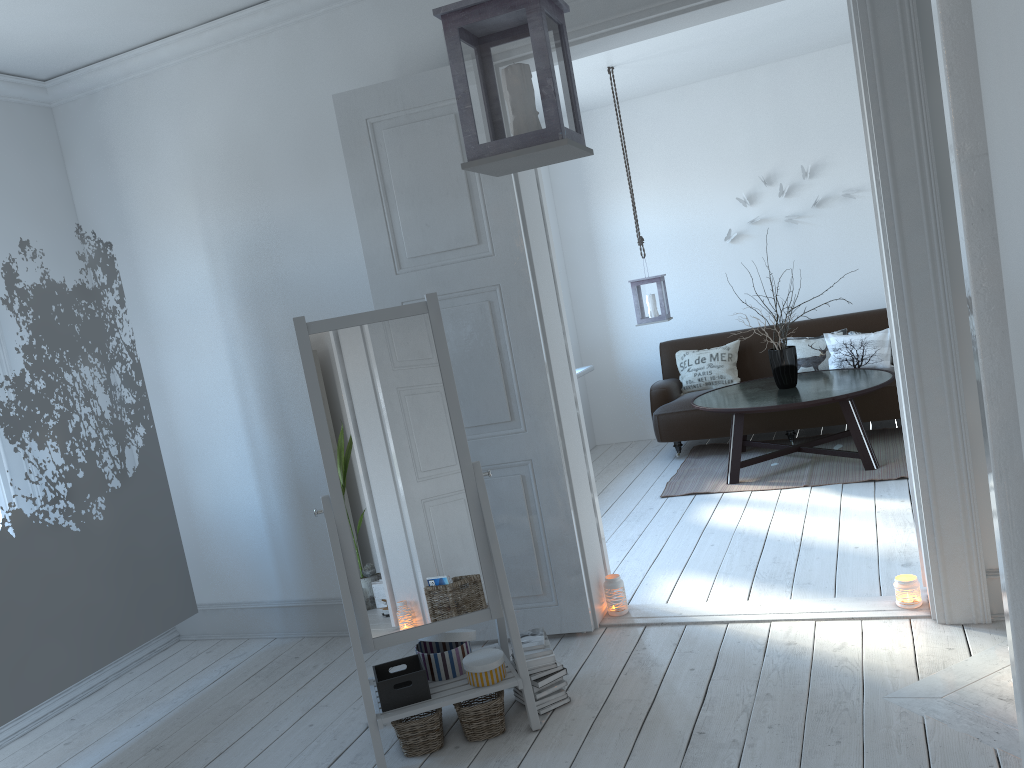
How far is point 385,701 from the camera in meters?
Answer: 2.9 m

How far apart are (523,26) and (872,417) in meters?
5.0 m

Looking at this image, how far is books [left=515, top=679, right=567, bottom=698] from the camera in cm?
304

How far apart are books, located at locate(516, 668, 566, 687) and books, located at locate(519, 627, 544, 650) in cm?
11

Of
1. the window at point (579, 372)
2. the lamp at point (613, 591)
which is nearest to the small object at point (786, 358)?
the window at point (579, 372)

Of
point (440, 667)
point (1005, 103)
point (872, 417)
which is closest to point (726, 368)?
point (872, 417)

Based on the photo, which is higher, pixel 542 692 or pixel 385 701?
pixel 385 701

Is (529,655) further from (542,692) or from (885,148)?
(885,148)

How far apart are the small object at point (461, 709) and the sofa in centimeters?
369cm

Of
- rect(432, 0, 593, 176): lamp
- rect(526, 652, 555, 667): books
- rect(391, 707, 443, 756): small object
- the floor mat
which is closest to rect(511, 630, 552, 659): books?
rect(526, 652, 555, 667): books
